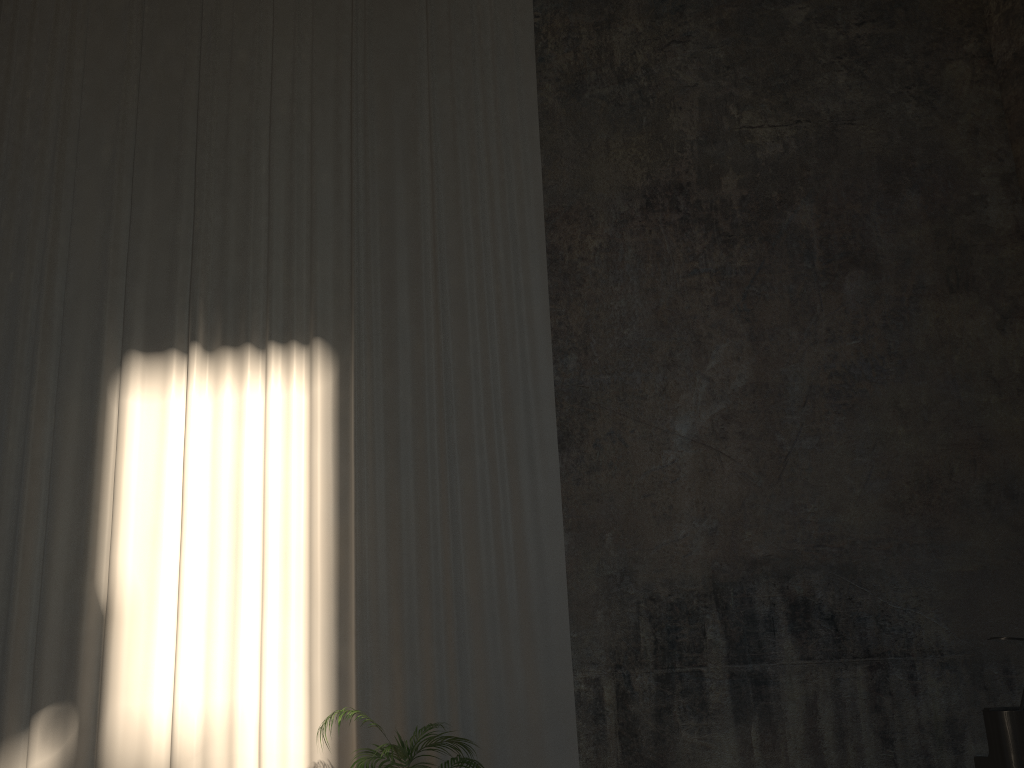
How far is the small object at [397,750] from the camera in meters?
5.1

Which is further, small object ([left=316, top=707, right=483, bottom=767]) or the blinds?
the blinds

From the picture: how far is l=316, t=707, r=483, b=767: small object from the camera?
5.1 meters

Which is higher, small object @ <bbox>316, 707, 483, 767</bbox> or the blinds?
the blinds

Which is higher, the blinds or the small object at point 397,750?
the blinds

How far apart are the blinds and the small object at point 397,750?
0.6 meters

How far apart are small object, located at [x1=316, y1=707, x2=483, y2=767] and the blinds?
0.61m

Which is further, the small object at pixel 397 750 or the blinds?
the blinds
